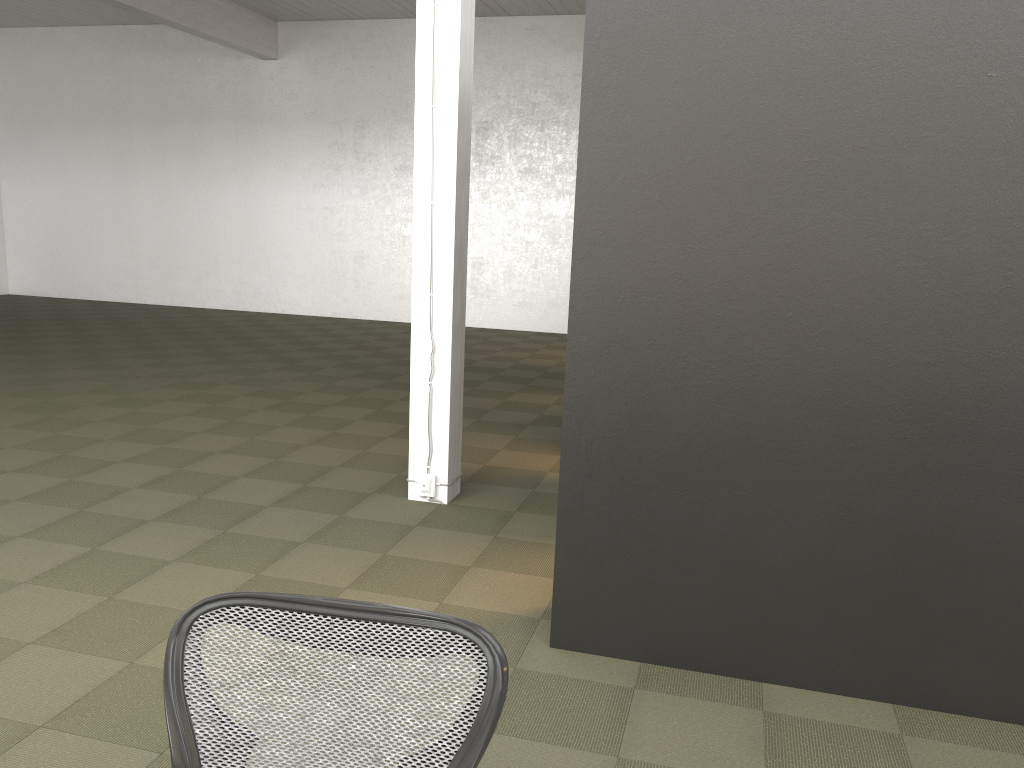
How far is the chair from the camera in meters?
1.4 m

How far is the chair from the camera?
1.36m

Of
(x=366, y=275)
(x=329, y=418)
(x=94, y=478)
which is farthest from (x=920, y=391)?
(x=366, y=275)

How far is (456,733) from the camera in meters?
1.4 m
